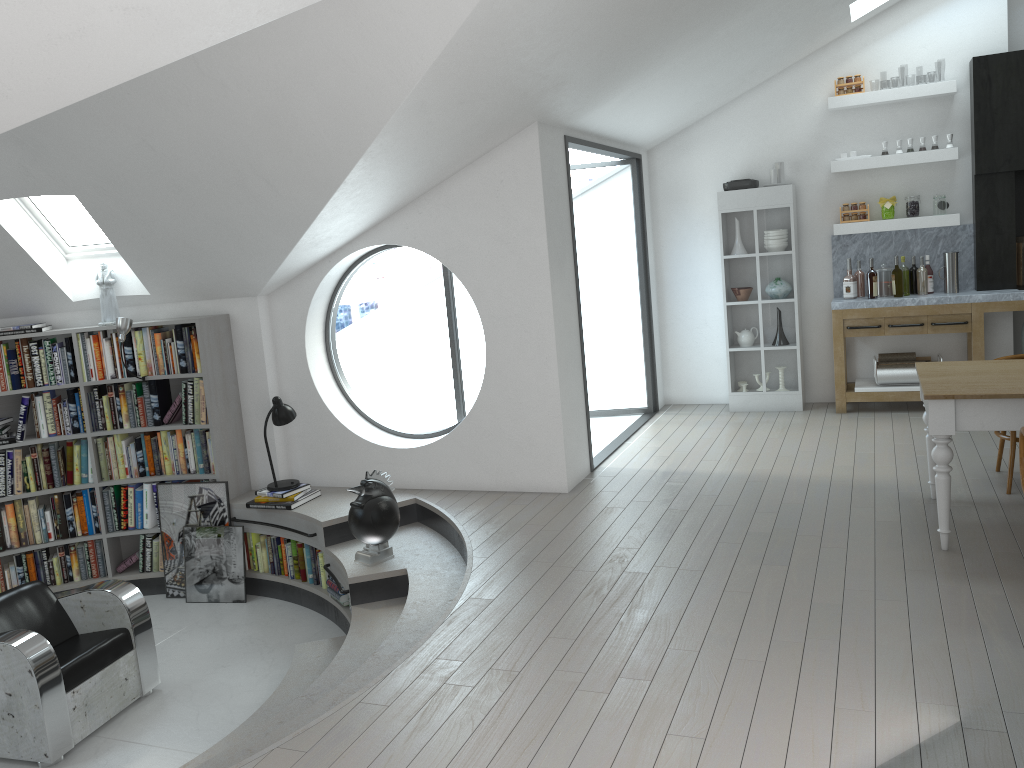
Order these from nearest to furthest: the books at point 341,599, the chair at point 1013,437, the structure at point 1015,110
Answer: the chair at point 1013,437, the books at point 341,599, the structure at point 1015,110

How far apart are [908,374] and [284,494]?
5.1 meters

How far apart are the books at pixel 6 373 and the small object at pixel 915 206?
6.76m

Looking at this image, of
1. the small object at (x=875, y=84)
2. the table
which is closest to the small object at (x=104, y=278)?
the table

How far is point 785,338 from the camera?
28.8 meters

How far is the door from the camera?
29.8m

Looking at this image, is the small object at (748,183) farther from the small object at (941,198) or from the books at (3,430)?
the books at (3,430)

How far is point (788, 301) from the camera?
7.8 meters

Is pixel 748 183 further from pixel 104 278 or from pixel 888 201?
pixel 104 278

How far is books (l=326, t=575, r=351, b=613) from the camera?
5.7m
